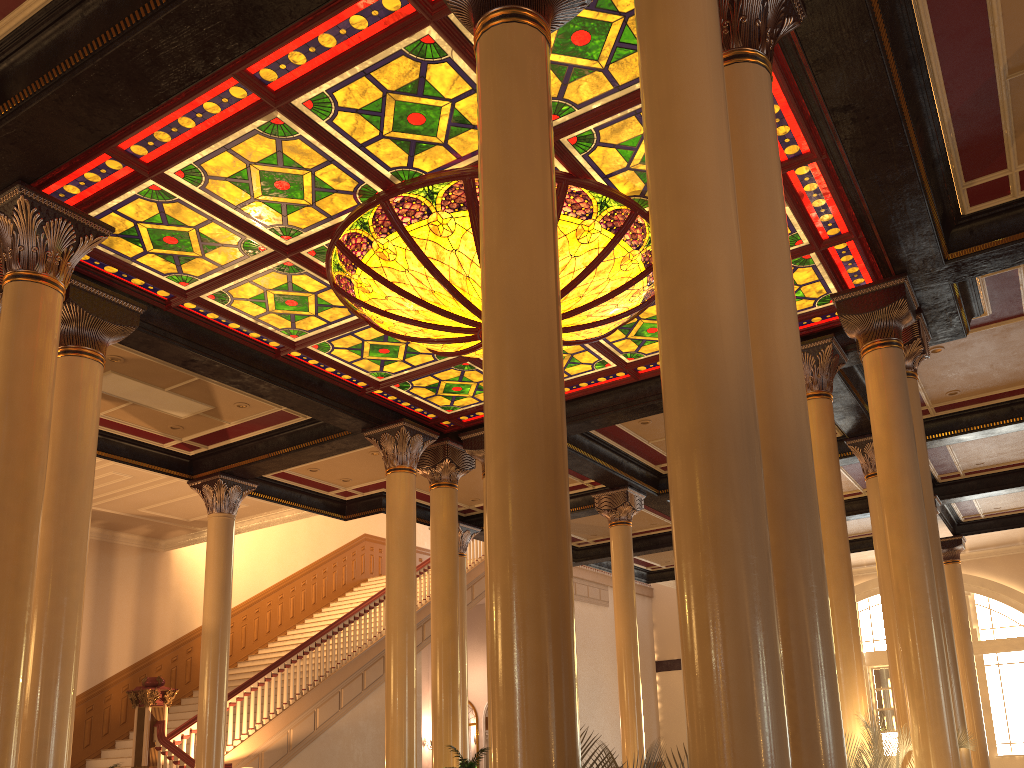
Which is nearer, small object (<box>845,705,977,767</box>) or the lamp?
small object (<box>845,705,977,767</box>)

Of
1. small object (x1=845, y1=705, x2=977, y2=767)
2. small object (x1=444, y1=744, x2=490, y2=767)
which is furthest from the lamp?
small object (x1=444, y1=744, x2=490, y2=767)

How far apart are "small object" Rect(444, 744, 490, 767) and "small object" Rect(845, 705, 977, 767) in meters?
3.8

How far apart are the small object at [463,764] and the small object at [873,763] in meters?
3.8

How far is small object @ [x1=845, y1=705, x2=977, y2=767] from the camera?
6.4 meters

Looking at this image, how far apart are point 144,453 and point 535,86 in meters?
9.3

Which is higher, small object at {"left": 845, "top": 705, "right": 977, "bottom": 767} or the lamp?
the lamp

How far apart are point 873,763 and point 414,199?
5.4m

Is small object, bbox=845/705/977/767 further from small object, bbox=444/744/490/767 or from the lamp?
the lamp

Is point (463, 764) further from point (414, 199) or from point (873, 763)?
point (414, 199)
